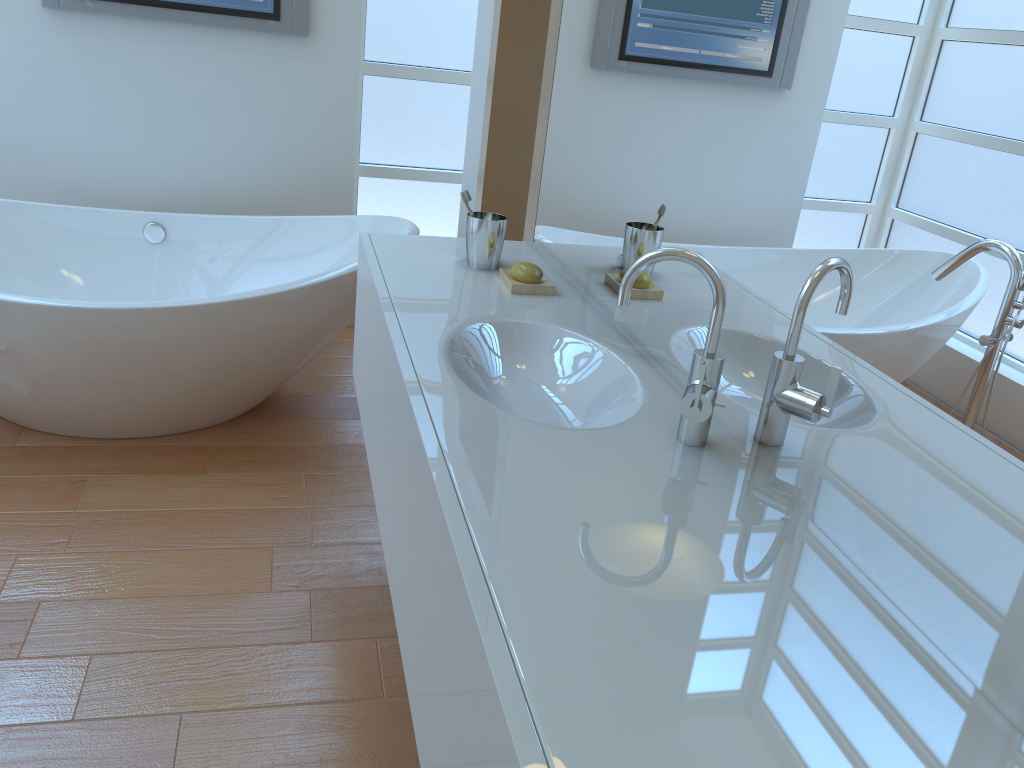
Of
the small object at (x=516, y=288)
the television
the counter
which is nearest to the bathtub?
the counter

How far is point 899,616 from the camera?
0.9m

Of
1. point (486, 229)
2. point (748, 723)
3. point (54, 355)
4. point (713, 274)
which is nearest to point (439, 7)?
point (486, 229)

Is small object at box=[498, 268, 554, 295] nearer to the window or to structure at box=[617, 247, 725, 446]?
structure at box=[617, 247, 725, 446]

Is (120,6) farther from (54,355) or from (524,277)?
(524,277)

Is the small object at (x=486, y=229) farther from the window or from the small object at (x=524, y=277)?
the window

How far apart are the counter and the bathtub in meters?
0.4

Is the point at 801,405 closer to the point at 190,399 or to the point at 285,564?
the point at 285,564

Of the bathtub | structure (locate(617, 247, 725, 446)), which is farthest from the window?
structure (locate(617, 247, 725, 446))

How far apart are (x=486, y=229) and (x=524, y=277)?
0.2m
